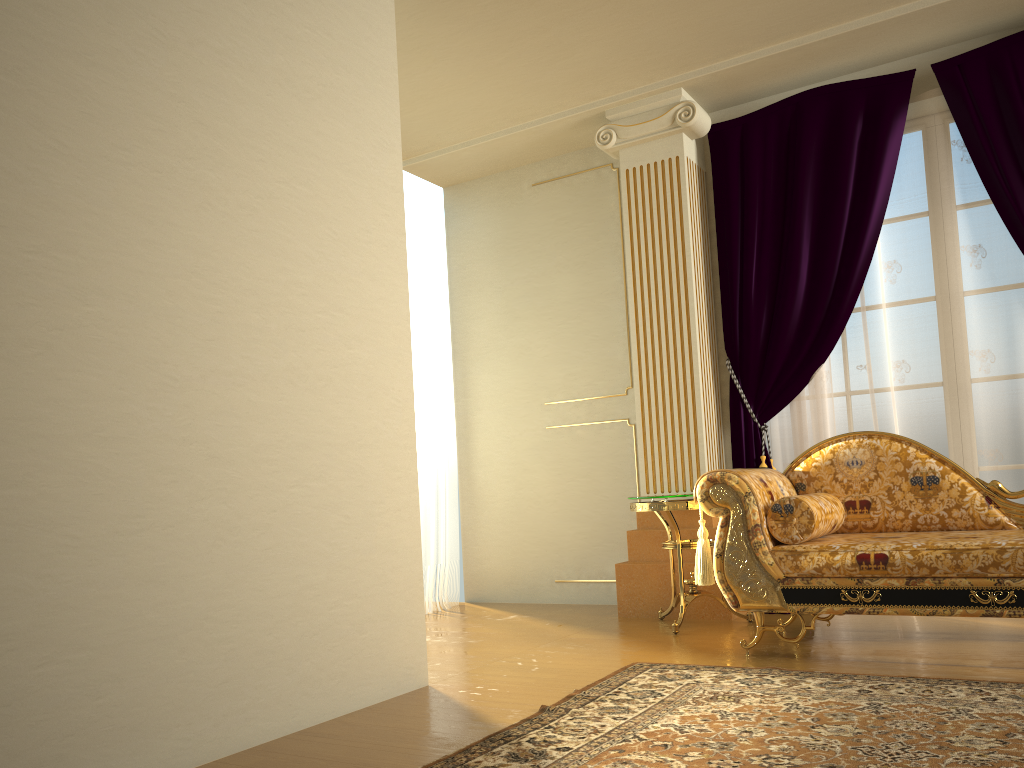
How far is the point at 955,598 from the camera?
3.0 meters

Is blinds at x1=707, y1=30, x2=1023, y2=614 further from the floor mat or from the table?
the floor mat

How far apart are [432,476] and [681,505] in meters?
1.9 m

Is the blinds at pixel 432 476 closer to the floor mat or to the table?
the table

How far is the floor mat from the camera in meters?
2.1

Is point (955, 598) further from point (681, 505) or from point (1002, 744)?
point (681, 505)

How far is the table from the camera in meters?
4.0

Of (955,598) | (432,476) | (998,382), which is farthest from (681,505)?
(432,476)

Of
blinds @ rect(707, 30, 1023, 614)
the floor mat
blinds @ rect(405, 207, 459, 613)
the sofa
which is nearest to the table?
the sofa

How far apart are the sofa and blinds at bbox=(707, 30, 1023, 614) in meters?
0.6 m
